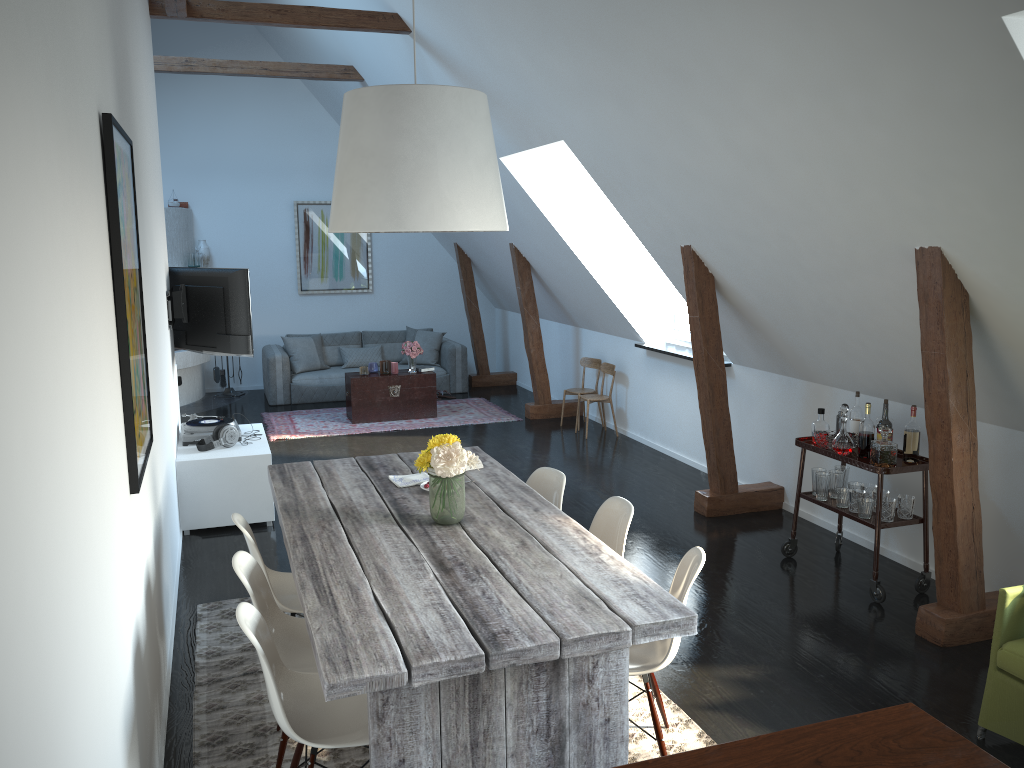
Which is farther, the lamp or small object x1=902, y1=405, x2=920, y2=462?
small object x1=902, y1=405, x2=920, y2=462

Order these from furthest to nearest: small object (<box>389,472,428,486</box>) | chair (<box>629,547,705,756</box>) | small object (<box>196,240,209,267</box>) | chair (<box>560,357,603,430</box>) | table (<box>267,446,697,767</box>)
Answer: small object (<box>196,240,209,267</box>)
chair (<box>560,357,603,430</box>)
small object (<box>389,472,428,486</box>)
chair (<box>629,547,705,756</box>)
table (<box>267,446,697,767</box>)

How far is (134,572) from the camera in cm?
283

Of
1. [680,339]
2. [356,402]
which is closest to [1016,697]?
[680,339]

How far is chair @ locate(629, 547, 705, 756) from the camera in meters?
3.1 m

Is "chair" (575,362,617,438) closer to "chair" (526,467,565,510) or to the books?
the books

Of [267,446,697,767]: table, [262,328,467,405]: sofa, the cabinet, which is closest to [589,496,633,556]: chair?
[267,446,697,767]: table

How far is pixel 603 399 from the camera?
8.5m

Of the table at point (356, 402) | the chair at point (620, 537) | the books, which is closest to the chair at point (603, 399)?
the table at point (356, 402)

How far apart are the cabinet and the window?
3.7 meters
